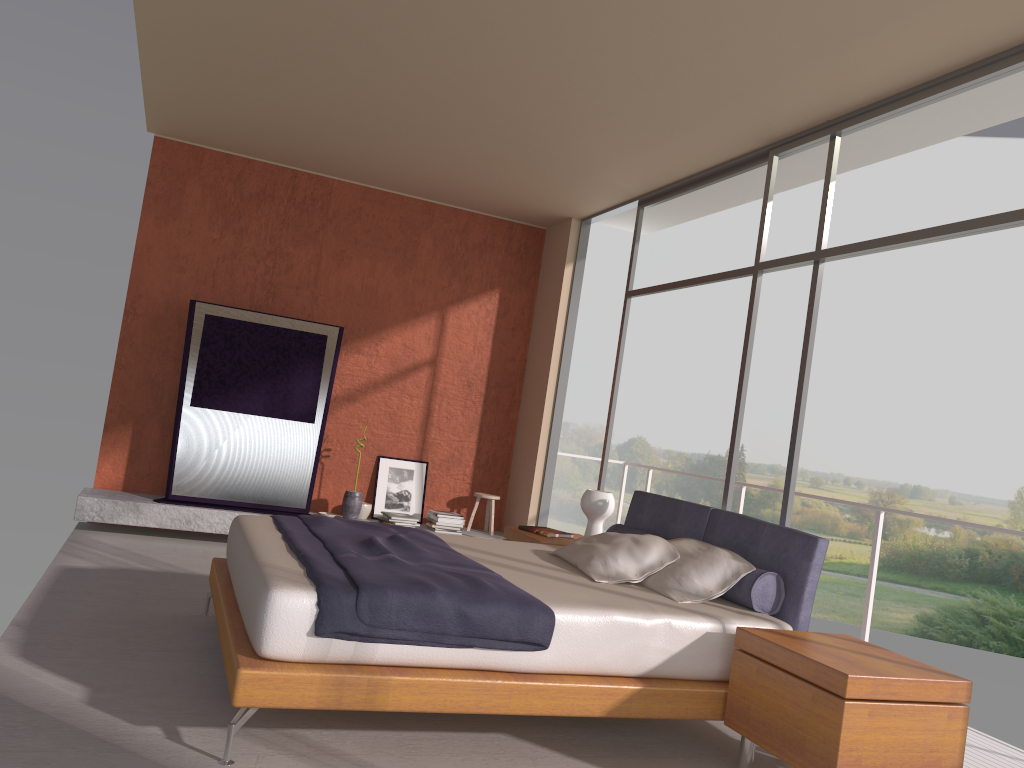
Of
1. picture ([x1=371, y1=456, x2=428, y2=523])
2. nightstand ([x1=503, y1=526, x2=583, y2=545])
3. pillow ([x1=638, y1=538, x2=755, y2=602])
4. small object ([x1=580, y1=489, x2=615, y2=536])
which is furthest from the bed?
picture ([x1=371, y1=456, x2=428, y2=523])

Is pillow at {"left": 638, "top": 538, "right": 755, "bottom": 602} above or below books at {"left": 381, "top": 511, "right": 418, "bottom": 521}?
above

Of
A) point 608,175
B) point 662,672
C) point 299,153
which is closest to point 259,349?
point 299,153

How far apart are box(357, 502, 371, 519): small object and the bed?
2.8 meters

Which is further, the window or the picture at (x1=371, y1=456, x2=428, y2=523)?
the picture at (x1=371, y1=456, x2=428, y2=523)

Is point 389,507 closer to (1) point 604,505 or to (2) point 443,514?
(2) point 443,514

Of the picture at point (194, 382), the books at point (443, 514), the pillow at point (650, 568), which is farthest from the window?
the picture at point (194, 382)

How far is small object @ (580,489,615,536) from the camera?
5.6 meters

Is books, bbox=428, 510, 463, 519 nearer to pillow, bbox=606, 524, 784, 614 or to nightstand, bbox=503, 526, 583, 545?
nightstand, bbox=503, 526, 583, 545

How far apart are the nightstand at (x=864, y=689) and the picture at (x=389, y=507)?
4.69m
